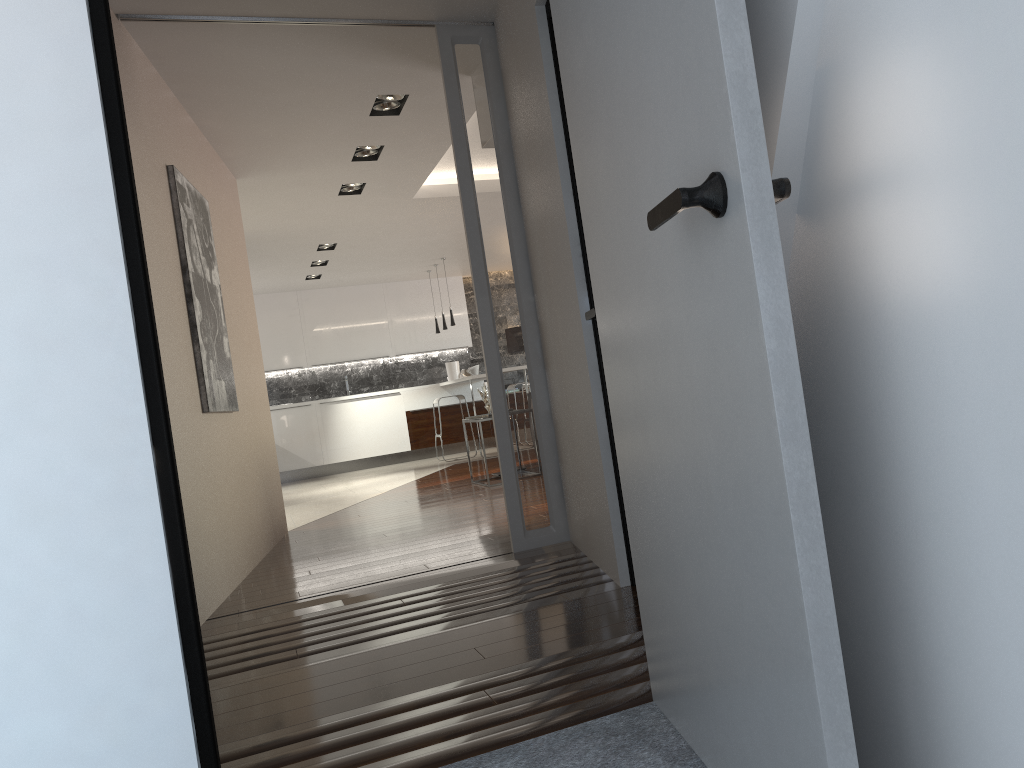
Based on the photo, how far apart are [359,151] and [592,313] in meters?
3.8

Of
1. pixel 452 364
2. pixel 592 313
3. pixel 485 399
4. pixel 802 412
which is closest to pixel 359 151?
pixel 485 399

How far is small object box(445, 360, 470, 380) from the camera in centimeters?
1249cm

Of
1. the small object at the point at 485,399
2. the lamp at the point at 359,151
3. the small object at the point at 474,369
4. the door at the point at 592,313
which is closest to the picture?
the lamp at the point at 359,151

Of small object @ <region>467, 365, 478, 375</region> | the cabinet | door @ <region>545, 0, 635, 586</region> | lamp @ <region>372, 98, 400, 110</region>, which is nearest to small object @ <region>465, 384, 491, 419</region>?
the cabinet

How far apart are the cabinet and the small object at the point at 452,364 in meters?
0.2 m

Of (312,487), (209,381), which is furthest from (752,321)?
(312,487)

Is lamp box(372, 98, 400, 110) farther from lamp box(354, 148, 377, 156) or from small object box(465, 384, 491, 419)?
small object box(465, 384, 491, 419)

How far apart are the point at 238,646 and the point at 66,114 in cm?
213

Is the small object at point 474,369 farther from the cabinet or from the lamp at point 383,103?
the lamp at point 383,103
